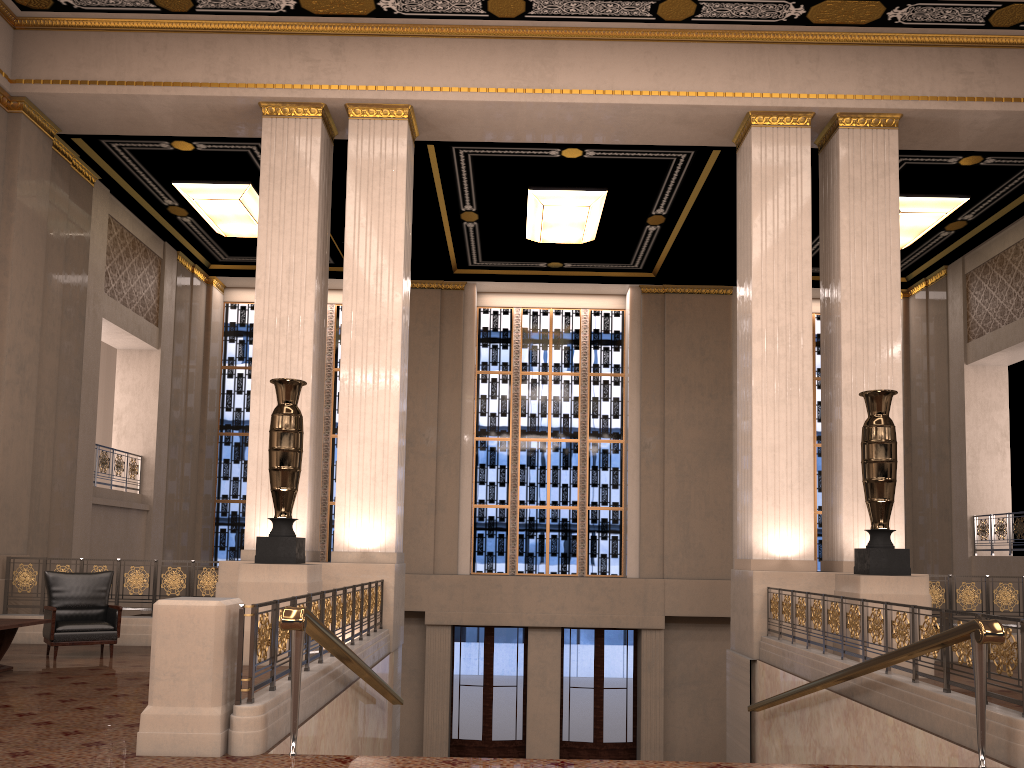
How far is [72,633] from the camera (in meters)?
8.31

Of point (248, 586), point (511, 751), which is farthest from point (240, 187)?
point (511, 751)

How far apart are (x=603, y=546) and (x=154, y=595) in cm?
928

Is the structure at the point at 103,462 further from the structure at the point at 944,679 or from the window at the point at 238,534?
the structure at the point at 944,679

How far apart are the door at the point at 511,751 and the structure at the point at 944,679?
7.8 meters

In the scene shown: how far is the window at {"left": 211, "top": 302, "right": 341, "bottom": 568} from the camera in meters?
17.2

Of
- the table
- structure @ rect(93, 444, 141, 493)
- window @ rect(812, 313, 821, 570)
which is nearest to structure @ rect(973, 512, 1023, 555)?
window @ rect(812, 313, 821, 570)

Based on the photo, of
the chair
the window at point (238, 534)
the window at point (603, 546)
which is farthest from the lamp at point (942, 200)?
the chair

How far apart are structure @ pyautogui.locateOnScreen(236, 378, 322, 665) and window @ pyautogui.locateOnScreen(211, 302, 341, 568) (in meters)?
8.57

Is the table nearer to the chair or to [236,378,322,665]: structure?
the chair
